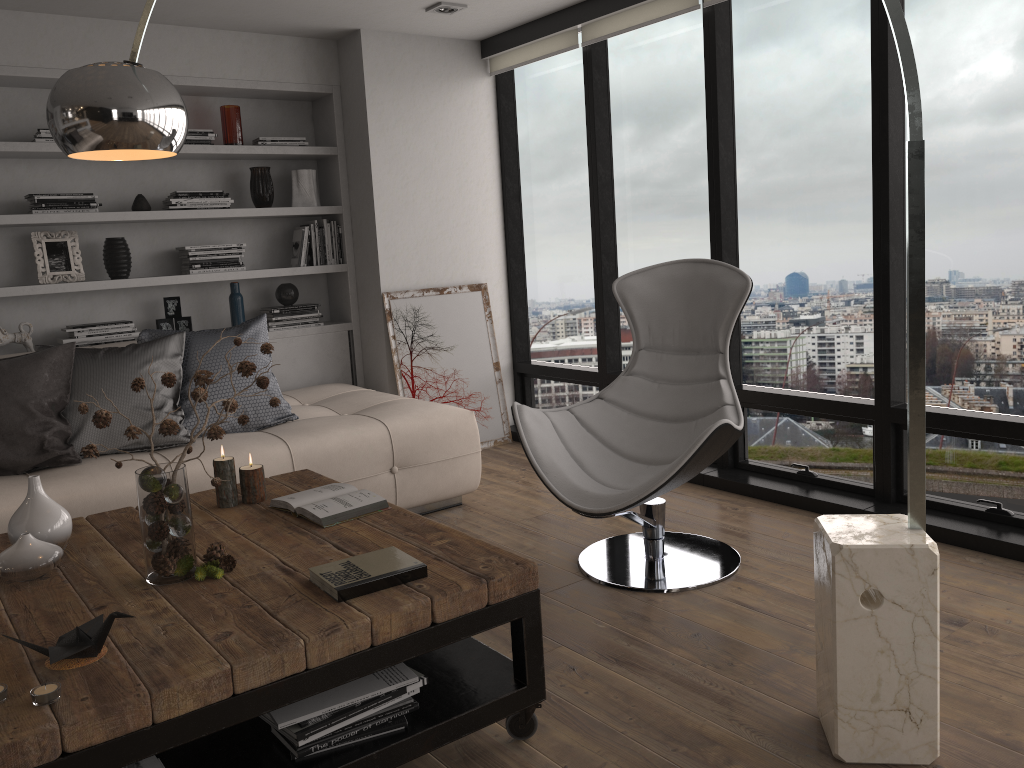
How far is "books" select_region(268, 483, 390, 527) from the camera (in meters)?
2.56

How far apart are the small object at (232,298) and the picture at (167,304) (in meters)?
0.24

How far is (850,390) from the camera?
3.9 meters

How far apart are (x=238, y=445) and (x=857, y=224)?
2.7 meters

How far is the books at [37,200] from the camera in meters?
4.3

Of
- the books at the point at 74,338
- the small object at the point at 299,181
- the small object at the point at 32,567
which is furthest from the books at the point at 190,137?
the small object at the point at 32,567

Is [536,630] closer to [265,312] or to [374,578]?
[374,578]

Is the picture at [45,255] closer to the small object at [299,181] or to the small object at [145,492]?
the small object at [299,181]

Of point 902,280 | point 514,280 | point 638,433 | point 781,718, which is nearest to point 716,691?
point 781,718

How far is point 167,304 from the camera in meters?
4.8
